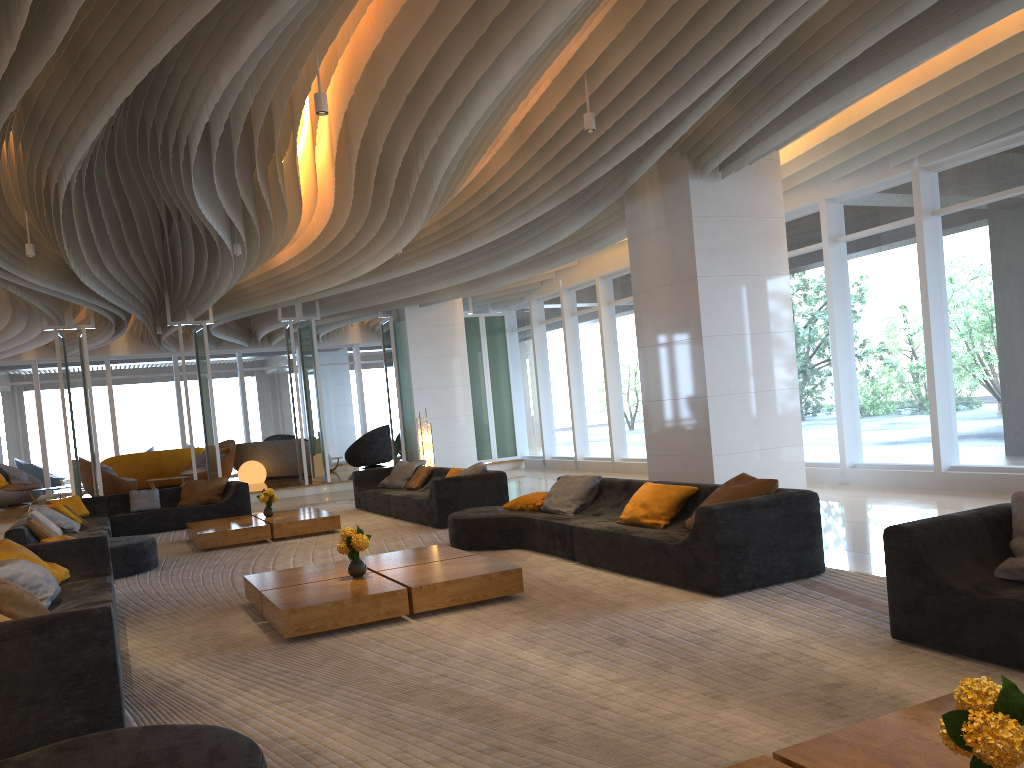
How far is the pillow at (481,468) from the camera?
10.55m

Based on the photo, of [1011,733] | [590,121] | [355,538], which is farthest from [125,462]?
[1011,733]

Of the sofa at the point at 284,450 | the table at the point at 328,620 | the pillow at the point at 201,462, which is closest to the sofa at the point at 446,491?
the table at the point at 328,620

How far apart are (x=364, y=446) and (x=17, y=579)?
15.23m

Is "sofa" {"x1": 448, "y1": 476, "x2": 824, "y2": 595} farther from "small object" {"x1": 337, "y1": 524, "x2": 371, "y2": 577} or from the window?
the window

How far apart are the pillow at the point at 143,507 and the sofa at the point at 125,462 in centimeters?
725cm

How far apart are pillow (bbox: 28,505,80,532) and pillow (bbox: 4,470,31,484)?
10.3 meters

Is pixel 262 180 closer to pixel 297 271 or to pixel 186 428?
pixel 297 271

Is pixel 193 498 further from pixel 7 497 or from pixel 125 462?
pixel 7 497

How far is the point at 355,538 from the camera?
6.14m
